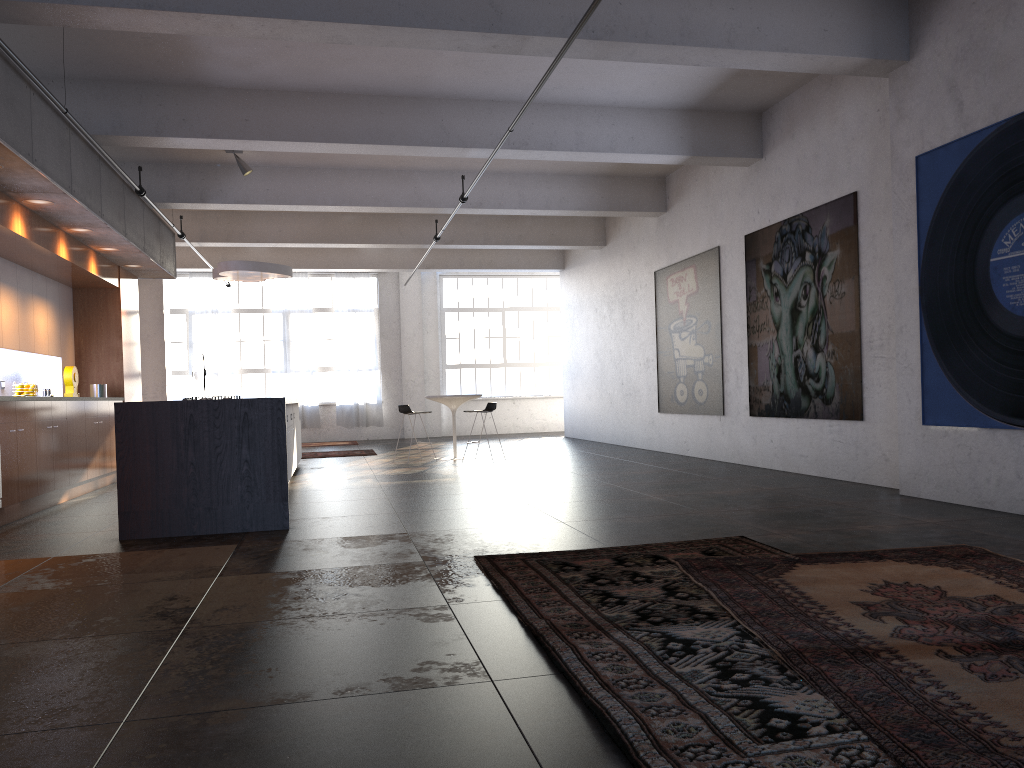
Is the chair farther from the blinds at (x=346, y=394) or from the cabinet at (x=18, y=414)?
the blinds at (x=346, y=394)

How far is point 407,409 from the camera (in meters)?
12.64

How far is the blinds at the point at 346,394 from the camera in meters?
19.9 m

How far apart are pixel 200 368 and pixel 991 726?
16.6 meters

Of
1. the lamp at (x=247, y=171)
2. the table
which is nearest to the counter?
the lamp at (x=247, y=171)

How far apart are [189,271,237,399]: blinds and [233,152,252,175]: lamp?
9.3 meters

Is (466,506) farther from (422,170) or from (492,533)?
(422,170)

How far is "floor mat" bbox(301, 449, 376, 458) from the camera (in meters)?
15.11

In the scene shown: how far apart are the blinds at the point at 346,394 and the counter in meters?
13.1 m

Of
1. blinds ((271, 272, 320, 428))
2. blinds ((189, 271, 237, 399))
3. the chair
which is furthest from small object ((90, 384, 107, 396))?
blinds ((271, 272, 320, 428))
